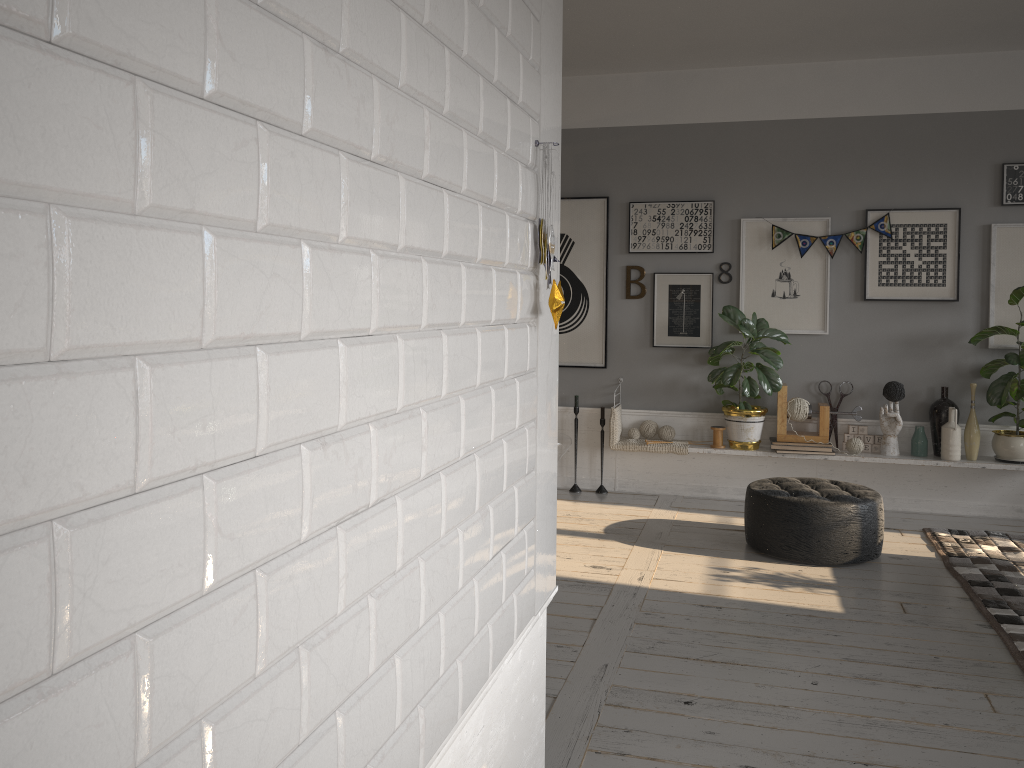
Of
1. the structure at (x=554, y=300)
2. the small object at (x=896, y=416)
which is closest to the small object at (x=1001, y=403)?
the small object at (x=896, y=416)

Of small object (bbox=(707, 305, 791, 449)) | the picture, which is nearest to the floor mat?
small object (bbox=(707, 305, 791, 449))

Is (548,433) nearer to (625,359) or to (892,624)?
(892,624)

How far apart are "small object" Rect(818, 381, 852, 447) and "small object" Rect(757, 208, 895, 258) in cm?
111

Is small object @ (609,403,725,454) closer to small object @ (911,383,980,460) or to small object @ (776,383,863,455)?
small object @ (776,383,863,455)

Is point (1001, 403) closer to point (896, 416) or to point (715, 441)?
point (896, 416)

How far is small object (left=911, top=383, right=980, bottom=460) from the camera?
5.6m

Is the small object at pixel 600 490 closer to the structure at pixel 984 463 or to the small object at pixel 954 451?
the structure at pixel 984 463

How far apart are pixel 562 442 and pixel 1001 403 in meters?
2.8 m

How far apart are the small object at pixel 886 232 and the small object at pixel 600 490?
2.08m
